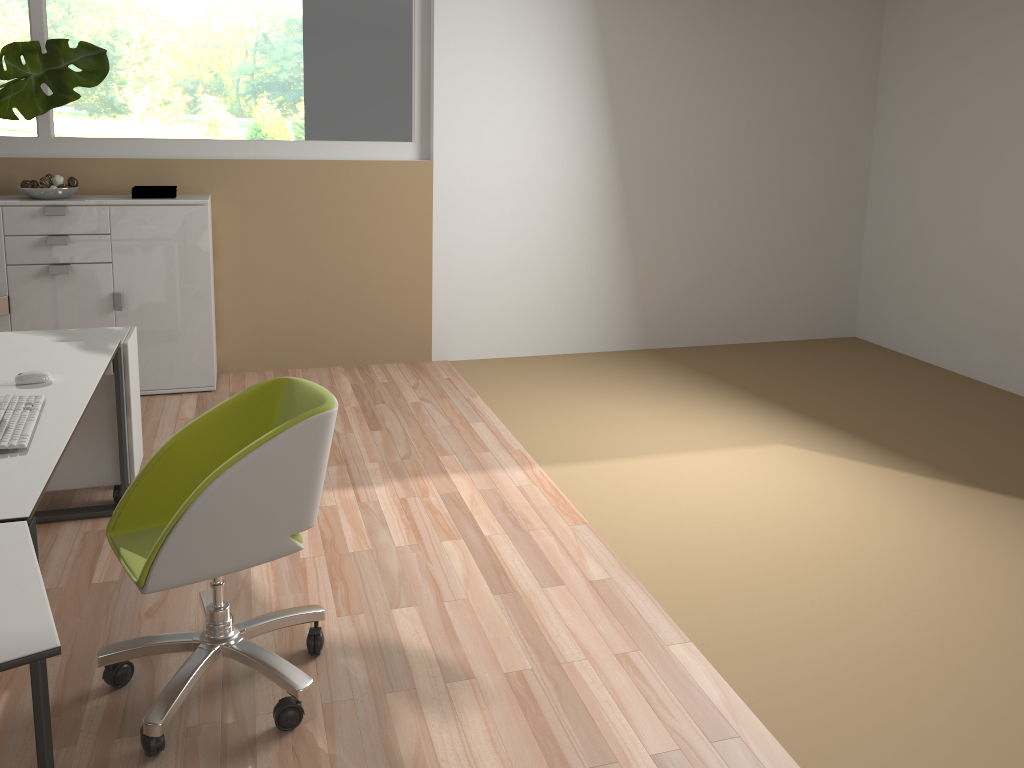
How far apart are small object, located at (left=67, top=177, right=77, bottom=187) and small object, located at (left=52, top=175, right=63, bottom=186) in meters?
0.0 m

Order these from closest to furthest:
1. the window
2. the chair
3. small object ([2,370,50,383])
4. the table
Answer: the table < the chair < small object ([2,370,50,383]) < the window

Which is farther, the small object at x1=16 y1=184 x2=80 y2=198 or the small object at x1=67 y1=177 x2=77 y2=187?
the small object at x1=67 y1=177 x2=77 y2=187

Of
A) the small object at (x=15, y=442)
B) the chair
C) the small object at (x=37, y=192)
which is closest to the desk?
the small object at (x=15, y=442)

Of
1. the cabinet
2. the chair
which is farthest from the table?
the cabinet

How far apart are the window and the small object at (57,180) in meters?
0.4

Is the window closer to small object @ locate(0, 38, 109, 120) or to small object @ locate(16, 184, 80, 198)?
small object @ locate(0, 38, 109, 120)

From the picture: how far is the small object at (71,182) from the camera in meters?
4.6

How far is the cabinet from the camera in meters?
4.6 m

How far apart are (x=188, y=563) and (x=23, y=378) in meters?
1.1 m
